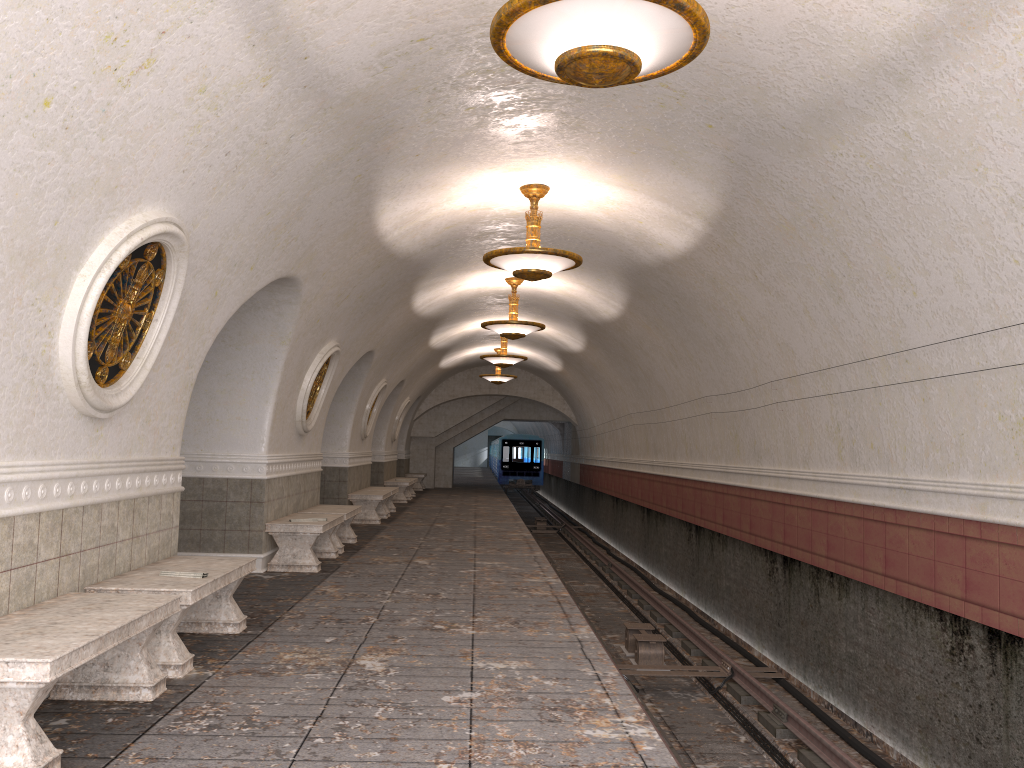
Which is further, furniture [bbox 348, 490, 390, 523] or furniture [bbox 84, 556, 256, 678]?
furniture [bbox 348, 490, 390, 523]

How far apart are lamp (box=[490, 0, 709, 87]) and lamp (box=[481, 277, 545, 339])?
8.8 meters

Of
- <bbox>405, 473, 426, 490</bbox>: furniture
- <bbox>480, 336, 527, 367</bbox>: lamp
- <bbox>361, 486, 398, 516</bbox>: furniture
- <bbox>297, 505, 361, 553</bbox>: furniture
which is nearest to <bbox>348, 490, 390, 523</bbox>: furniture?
<bbox>361, 486, 398, 516</bbox>: furniture

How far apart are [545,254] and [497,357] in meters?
9.7 m

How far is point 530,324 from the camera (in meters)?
13.34

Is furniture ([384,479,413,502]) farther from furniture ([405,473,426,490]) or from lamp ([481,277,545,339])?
lamp ([481,277,545,339])

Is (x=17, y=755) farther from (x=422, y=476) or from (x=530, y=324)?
(x=422, y=476)

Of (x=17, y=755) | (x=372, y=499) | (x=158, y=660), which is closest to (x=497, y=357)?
(x=372, y=499)

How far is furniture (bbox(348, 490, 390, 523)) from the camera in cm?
1536

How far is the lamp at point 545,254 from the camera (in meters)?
8.52
